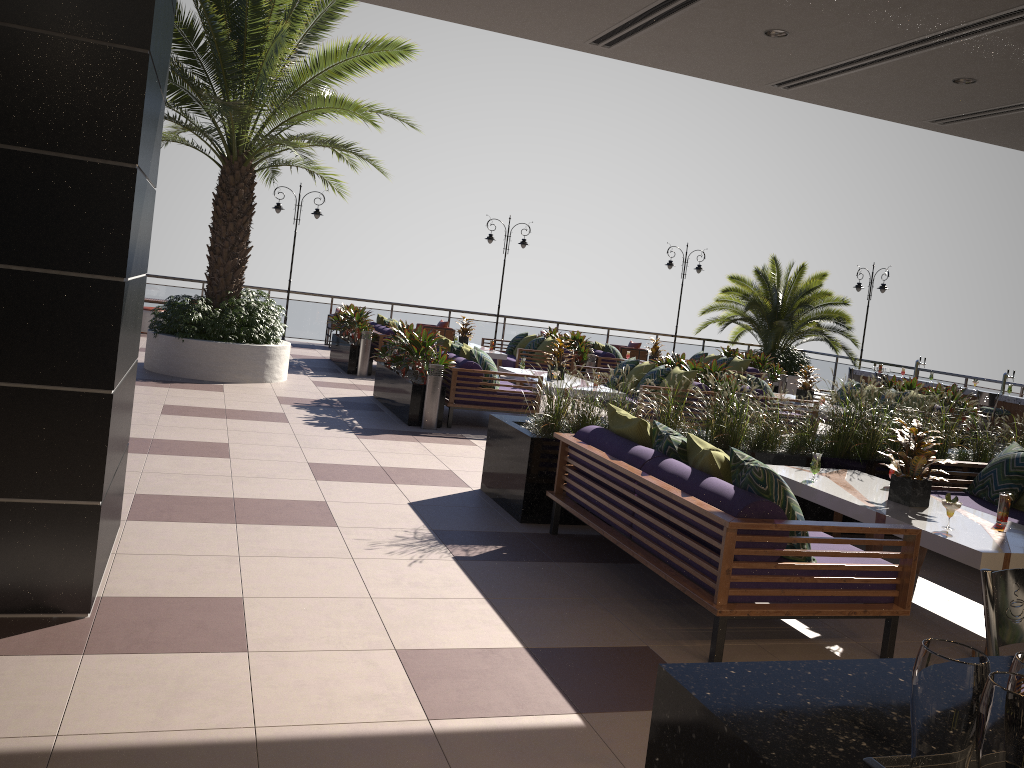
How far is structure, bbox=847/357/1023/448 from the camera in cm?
1439

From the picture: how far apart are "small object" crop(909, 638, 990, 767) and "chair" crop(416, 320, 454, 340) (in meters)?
17.56

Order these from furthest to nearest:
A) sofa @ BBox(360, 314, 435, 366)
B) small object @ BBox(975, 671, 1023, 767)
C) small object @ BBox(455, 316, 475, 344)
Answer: small object @ BBox(455, 316, 475, 344) → sofa @ BBox(360, 314, 435, 366) → small object @ BBox(975, 671, 1023, 767)

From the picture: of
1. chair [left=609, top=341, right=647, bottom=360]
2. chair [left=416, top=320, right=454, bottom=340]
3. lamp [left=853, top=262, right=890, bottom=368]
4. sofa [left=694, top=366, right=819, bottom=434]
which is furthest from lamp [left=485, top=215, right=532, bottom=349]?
sofa [left=694, top=366, right=819, bottom=434]

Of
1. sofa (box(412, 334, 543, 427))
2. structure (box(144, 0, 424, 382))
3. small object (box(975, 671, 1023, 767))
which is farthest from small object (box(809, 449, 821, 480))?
structure (box(144, 0, 424, 382))

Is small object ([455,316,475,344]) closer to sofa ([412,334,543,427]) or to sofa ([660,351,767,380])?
sofa ([412,334,543,427])

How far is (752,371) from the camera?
16.31m

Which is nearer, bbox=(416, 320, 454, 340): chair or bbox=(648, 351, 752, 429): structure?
bbox=(648, 351, 752, 429): structure

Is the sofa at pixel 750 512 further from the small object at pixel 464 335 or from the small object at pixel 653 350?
the small object at pixel 653 350

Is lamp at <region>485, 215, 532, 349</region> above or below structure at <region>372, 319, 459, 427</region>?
above
